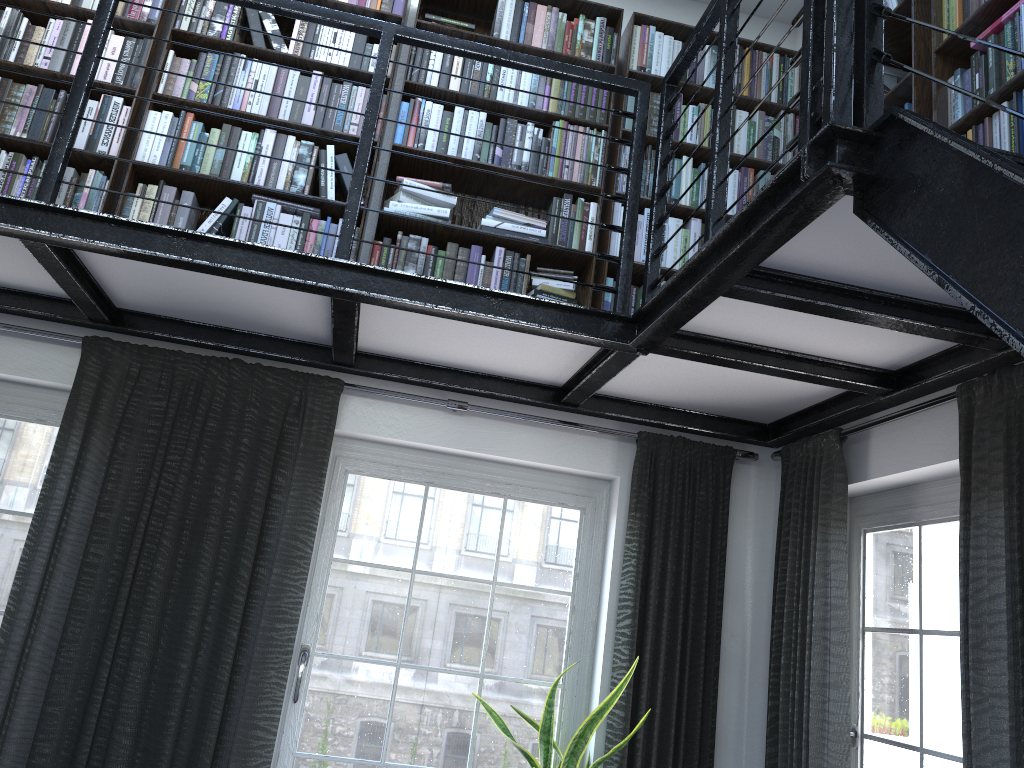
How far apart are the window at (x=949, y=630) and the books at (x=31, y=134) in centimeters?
138cm

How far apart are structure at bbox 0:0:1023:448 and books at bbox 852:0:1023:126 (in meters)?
0.55

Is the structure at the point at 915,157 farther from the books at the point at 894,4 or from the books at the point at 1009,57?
the books at the point at 894,4

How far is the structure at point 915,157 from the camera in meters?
1.5 m

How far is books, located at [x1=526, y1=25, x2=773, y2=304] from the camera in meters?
3.4

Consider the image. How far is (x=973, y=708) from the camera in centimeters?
214cm

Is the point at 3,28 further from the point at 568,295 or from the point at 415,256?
the point at 568,295

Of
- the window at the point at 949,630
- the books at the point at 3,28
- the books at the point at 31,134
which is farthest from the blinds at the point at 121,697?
the window at the point at 949,630

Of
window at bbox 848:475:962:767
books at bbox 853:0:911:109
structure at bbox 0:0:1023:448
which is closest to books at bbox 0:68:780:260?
structure at bbox 0:0:1023:448

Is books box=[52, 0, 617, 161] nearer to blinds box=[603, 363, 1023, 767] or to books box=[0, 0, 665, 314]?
books box=[0, 0, 665, 314]
